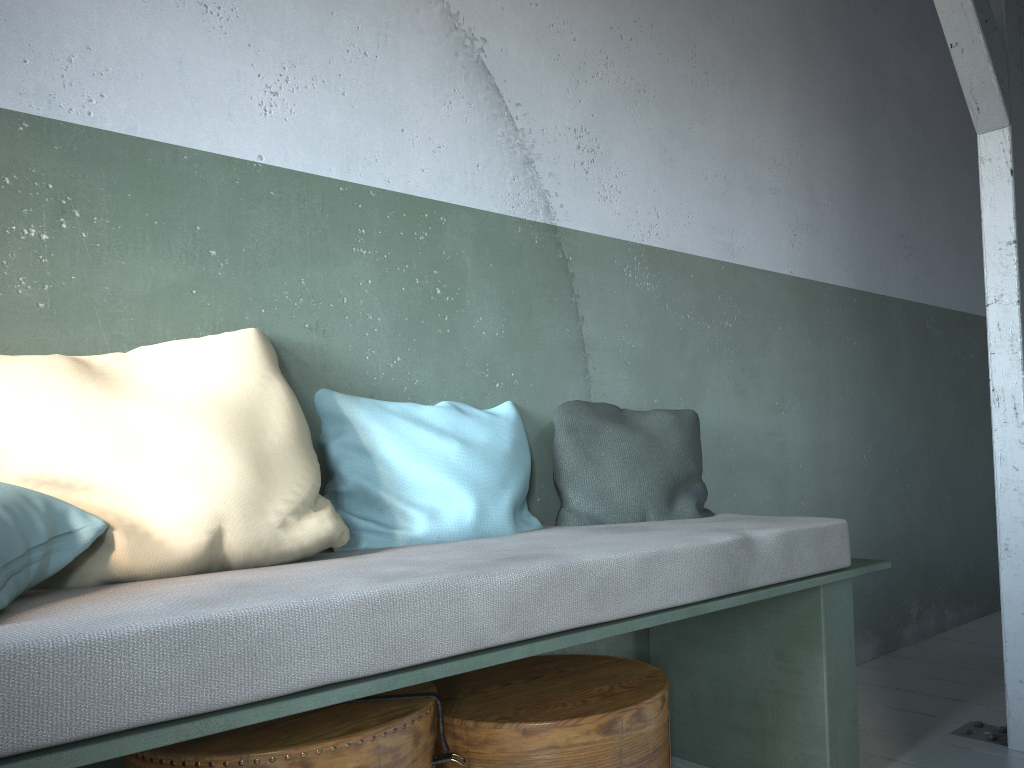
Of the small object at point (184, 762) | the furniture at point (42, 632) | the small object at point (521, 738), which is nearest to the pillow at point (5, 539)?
the furniture at point (42, 632)

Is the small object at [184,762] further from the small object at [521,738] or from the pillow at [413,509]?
the pillow at [413,509]

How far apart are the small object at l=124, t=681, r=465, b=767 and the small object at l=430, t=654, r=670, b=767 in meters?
0.1 m

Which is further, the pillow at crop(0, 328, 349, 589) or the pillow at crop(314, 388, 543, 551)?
the pillow at crop(314, 388, 543, 551)

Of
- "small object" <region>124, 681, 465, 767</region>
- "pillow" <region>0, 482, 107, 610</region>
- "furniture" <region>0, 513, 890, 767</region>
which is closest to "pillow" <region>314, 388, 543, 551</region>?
"furniture" <region>0, 513, 890, 767</region>

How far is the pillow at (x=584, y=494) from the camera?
2.7 meters

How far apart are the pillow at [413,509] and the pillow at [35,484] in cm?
15

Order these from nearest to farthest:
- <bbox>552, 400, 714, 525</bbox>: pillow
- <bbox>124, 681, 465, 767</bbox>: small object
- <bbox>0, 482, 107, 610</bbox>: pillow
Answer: <bbox>0, 482, 107, 610</bbox>: pillow → <bbox>124, 681, 465, 767</bbox>: small object → <bbox>552, 400, 714, 525</bbox>: pillow

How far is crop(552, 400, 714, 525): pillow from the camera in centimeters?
270cm

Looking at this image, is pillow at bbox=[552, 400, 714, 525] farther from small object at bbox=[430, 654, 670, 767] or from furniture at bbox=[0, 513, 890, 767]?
small object at bbox=[430, 654, 670, 767]
